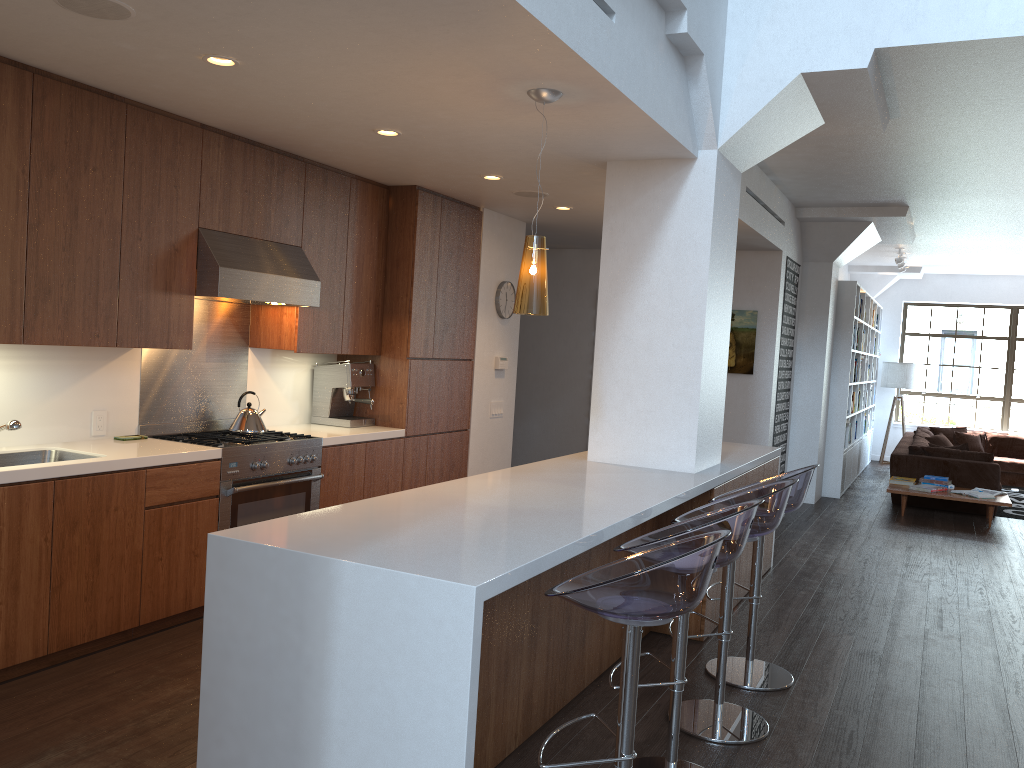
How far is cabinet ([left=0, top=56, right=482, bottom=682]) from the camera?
3.66m

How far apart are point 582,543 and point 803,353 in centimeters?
715cm

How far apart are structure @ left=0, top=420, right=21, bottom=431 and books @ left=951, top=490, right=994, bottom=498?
8.3m

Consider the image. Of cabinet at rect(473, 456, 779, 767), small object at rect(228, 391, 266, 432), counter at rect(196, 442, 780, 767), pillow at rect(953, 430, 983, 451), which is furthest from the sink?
pillow at rect(953, 430, 983, 451)

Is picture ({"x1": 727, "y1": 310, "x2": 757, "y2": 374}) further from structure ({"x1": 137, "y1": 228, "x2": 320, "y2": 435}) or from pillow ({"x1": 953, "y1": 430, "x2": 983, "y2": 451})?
pillow ({"x1": 953, "y1": 430, "x2": 983, "y2": 451})

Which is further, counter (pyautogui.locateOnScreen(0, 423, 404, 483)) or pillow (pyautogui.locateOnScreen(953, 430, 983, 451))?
pillow (pyautogui.locateOnScreen(953, 430, 983, 451))

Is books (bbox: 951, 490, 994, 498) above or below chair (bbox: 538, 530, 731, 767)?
below

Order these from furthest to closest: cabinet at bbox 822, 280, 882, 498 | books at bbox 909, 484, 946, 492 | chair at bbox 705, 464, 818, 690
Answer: cabinet at bbox 822, 280, 882, 498 < books at bbox 909, 484, 946, 492 < chair at bbox 705, 464, 818, 690

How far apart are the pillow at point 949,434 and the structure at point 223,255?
10.49m

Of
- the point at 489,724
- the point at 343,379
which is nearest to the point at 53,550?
the point at 489,724
